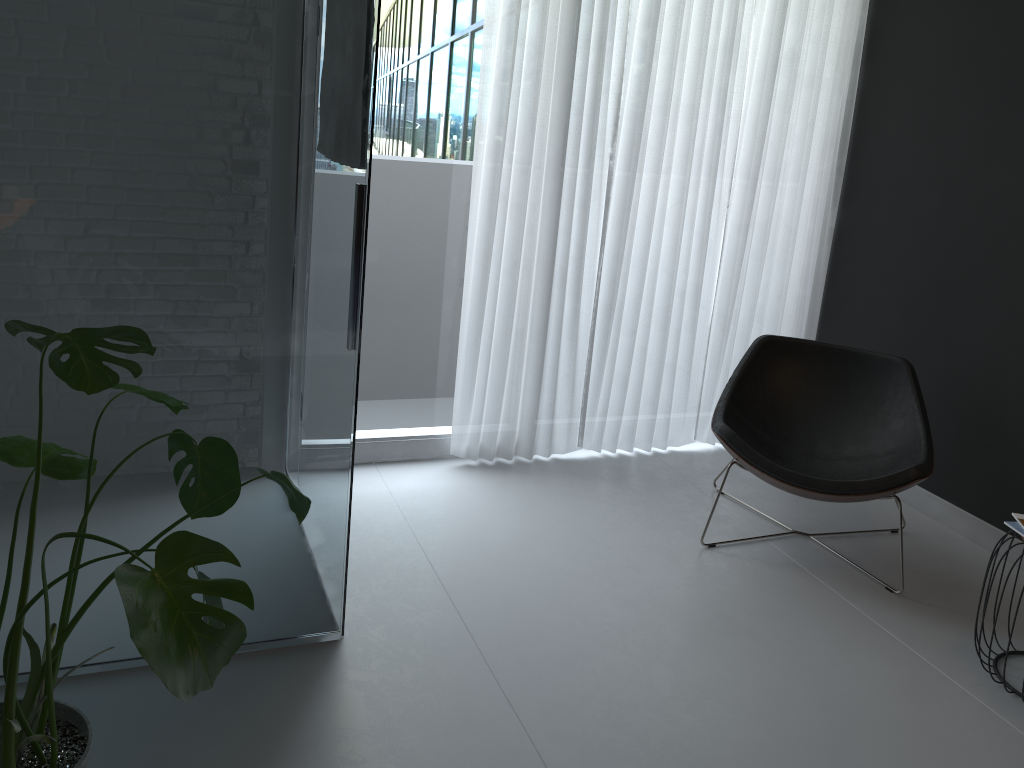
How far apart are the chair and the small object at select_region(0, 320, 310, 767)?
1.7 meters

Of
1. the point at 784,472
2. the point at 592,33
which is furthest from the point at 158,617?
the point at 592,33

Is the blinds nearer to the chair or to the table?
the chair

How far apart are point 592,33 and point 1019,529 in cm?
232

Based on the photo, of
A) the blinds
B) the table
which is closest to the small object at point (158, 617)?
the blinds

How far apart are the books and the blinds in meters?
1.6

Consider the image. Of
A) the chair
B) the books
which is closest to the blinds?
the chair

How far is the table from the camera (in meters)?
2.52

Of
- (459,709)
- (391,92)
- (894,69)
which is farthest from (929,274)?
(459,709)

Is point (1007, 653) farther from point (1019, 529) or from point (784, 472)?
point (784, 472)
